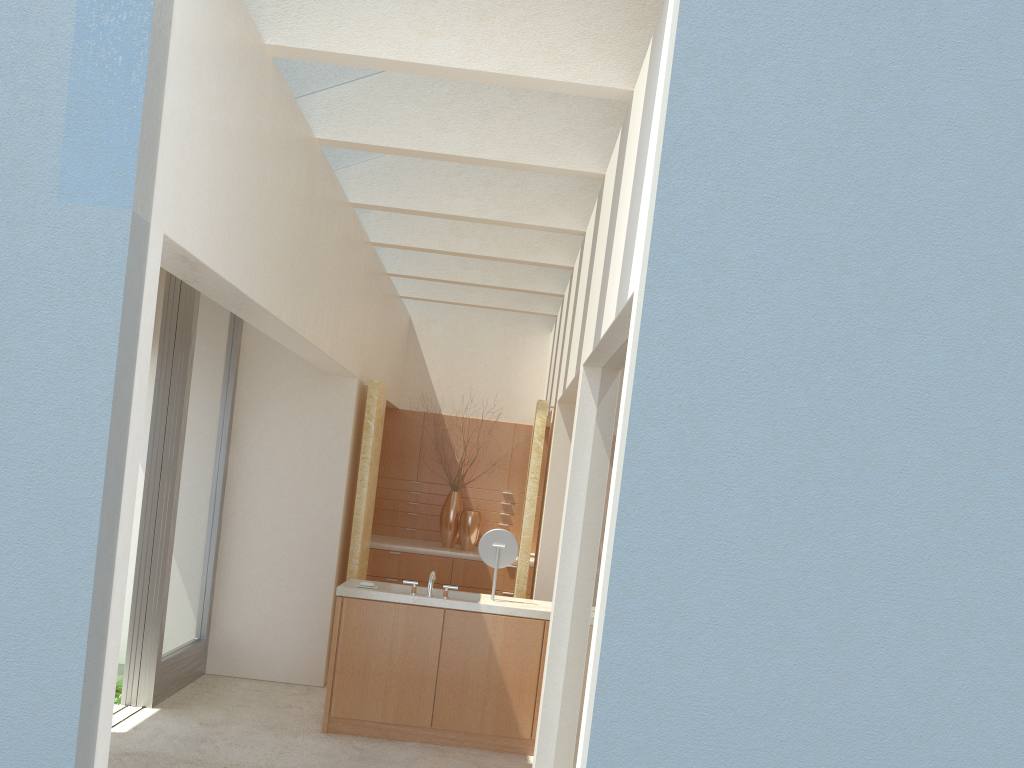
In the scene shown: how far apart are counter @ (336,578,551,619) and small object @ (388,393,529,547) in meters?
6.7

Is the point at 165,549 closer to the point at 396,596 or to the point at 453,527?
the point at 396,596

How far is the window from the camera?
13.4 meters

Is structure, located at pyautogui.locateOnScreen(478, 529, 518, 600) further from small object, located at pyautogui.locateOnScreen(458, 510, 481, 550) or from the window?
small object, located at pyautogui.locateOnScreen(458, 510, 481, 550)

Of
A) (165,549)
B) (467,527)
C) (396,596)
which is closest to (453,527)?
(467,527)

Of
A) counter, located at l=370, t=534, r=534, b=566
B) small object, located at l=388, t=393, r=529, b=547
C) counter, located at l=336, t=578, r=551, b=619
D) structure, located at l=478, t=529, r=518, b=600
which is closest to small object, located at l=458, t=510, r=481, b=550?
counter, located at l=370, t=534, r=534, b=566

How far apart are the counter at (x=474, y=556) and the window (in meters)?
4.79

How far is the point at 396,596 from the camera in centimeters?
1313cm

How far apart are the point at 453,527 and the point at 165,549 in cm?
852

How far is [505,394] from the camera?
22.9m
